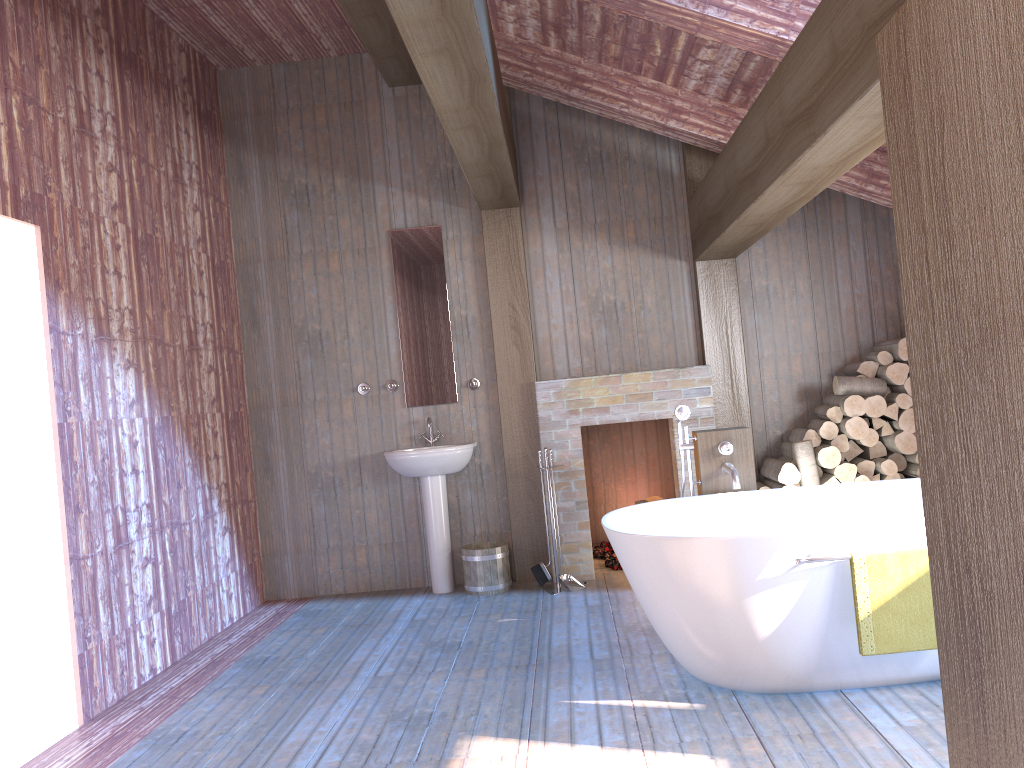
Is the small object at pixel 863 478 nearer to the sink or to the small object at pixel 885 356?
the small object at pixel 885 356

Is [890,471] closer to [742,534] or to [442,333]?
[742,534]

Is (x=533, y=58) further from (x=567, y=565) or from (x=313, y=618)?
(x=313, y=618)

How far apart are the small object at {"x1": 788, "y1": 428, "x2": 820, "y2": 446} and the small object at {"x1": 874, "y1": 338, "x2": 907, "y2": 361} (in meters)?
0.67

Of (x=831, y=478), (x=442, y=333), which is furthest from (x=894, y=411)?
(x=442, y=333)

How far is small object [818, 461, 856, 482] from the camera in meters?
5.3

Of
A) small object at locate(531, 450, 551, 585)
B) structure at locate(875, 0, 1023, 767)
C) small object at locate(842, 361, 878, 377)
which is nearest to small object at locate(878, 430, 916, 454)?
small object at locate(842, 361, 878, 377)

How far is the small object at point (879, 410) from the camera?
5.3 meters

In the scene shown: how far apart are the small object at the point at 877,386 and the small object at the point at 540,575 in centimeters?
210cm

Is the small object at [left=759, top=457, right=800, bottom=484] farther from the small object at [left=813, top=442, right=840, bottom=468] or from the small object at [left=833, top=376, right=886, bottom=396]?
the small object at [left=833, top=376, right=886, bottom=396]
